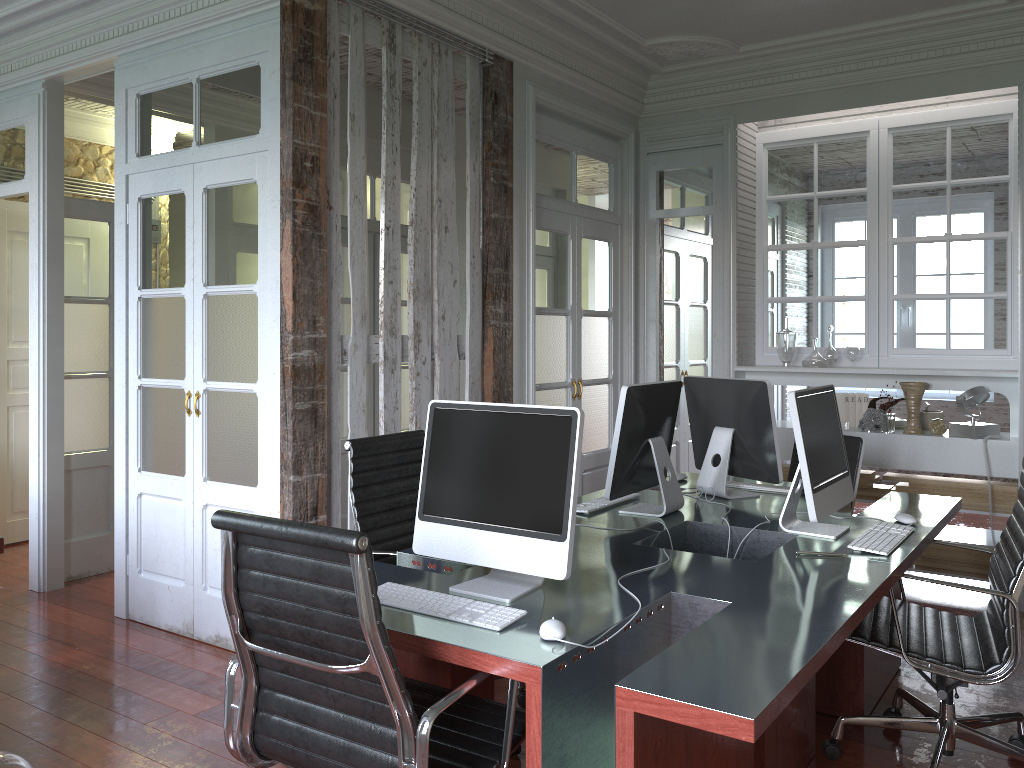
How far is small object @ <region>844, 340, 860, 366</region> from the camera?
5.14m

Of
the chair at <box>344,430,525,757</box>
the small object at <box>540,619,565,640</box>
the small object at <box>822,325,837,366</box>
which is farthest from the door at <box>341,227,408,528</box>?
the small object at <box>540,619,565,640</box>

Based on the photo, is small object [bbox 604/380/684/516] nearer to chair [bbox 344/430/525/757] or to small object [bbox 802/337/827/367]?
chair [bbox 344/430/525/757]

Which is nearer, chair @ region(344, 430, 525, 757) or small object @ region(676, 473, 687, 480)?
chair @ region(344, 430, 525, 757)

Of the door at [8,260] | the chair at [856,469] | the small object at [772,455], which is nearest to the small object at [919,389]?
the chair at [856,469]

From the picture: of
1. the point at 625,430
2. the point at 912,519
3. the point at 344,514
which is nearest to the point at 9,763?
the point at 625,430

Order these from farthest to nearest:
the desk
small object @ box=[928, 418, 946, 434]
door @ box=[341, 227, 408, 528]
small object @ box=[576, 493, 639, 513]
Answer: door @ box=[341, 227, 408, 528]
small object @ box=[928, 418, 946, 434]
small object @ box=[576, 493, 639, 513]
the desk

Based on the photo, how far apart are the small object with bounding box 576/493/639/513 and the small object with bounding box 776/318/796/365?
2.26m

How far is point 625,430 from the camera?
3.2m

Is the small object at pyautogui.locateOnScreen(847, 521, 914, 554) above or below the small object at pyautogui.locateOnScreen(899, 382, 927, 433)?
below
